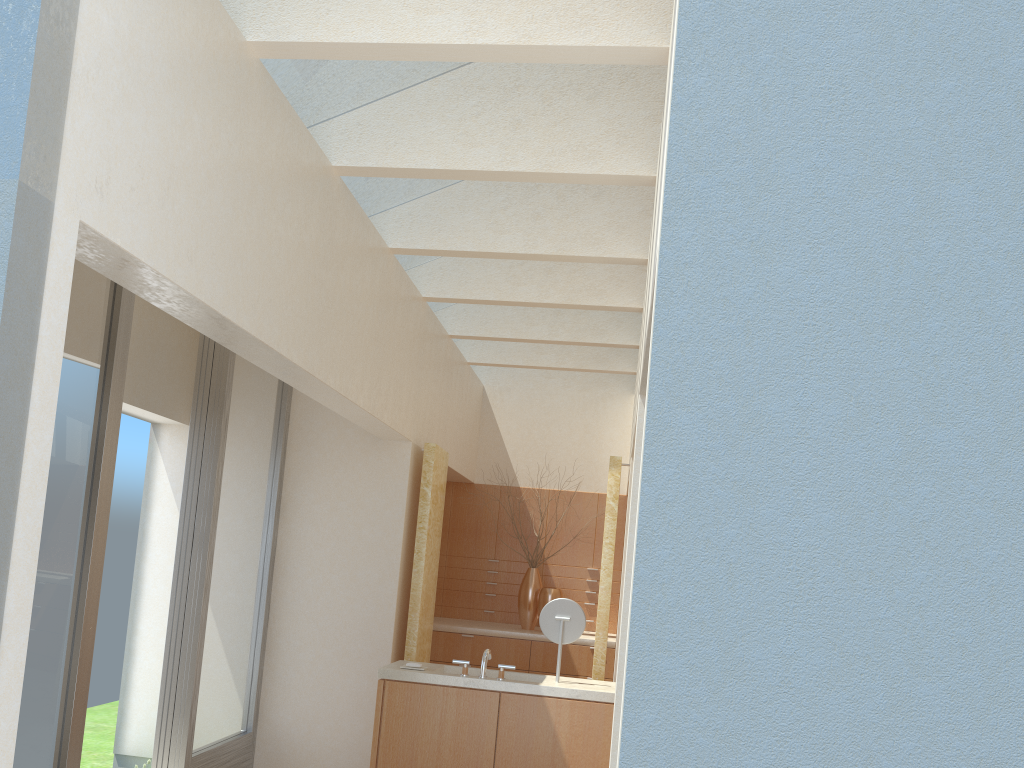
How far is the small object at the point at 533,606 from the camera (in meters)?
18.94

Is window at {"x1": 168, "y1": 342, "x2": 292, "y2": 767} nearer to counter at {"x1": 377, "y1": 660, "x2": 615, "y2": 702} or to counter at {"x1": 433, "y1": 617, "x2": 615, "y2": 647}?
counter at {"x1": 377, "y1": 660, "x2": 615, "y2": 702}

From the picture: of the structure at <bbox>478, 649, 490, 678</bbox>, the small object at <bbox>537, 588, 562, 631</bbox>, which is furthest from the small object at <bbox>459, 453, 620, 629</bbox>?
the structure at <bbox>478, 649, 490, 678</bbox>

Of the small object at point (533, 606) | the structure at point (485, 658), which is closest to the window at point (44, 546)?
the structure at point (485, 658)

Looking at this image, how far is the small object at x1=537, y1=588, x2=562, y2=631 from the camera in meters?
18.6

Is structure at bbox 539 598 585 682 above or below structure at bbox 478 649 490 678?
above

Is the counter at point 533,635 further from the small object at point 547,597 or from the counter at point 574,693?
the counter at point 574,693

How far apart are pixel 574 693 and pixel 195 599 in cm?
538

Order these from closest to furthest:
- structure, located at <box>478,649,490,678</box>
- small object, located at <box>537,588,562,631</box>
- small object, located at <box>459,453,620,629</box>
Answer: structure, located at <box>478,649,490,678</box>
small object, located at <box>537,588,562,631</box>
small object, located at <box>459,453,620,629</box>

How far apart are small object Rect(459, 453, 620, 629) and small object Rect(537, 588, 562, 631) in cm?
30
